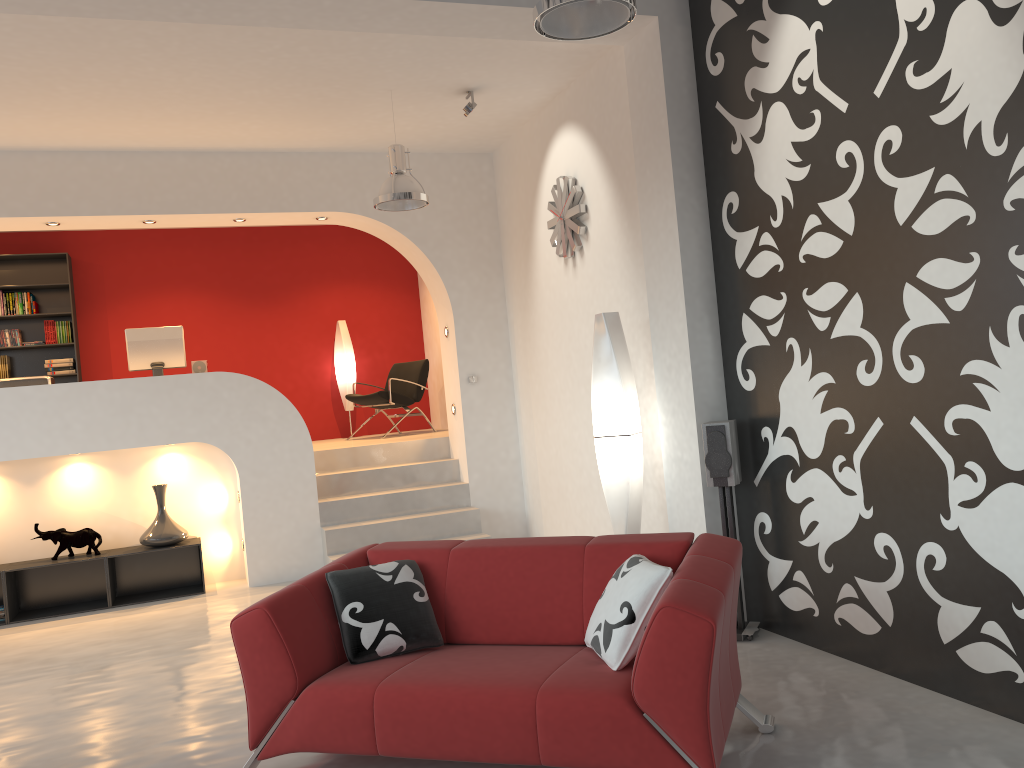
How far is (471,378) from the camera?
7.77m

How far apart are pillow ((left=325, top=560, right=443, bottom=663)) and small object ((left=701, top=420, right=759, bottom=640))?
1.7 meters

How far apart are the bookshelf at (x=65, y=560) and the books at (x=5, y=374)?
2.9m

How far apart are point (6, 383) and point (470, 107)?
4.3m

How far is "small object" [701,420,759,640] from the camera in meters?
4.5 m

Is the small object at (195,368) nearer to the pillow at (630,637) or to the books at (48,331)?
the books at (48,331)

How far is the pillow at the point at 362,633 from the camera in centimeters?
341cm

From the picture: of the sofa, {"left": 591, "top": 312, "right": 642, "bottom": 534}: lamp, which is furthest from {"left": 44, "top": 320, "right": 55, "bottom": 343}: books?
the sofa

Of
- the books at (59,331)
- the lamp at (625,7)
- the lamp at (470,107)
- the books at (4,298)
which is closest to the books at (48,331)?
the books at (59,331)

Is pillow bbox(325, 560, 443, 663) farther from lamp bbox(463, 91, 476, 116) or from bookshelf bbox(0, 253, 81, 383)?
bookshelf bbox(0, 253, 81, 383)
